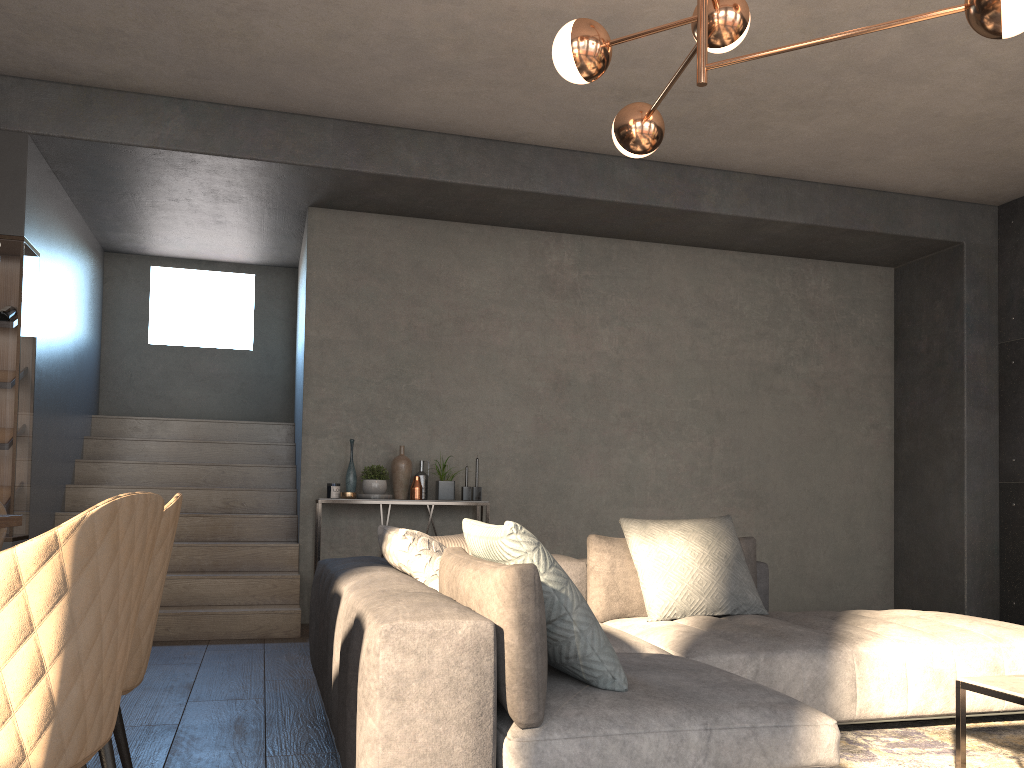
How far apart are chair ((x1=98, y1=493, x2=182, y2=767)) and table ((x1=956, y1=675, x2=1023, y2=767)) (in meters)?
2.24

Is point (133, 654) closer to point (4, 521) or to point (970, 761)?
point (4, 521)

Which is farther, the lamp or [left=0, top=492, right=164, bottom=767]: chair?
the lamp

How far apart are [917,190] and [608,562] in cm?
424

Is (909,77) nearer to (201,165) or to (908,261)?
(908,261)

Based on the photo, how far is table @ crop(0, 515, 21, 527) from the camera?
2.2 meters

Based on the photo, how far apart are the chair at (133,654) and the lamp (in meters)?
1.79

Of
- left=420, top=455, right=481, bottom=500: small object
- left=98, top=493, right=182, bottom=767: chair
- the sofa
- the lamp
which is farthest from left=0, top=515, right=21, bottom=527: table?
left=420, top=455, right=481, bottom=500: small object

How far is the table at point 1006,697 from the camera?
2.44m

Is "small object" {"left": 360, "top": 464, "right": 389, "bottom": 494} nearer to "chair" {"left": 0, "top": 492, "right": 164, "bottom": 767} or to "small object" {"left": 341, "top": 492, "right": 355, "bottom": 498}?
"small object" {"left": 341, "top": 492, "right": 355, "bottom": 498}
